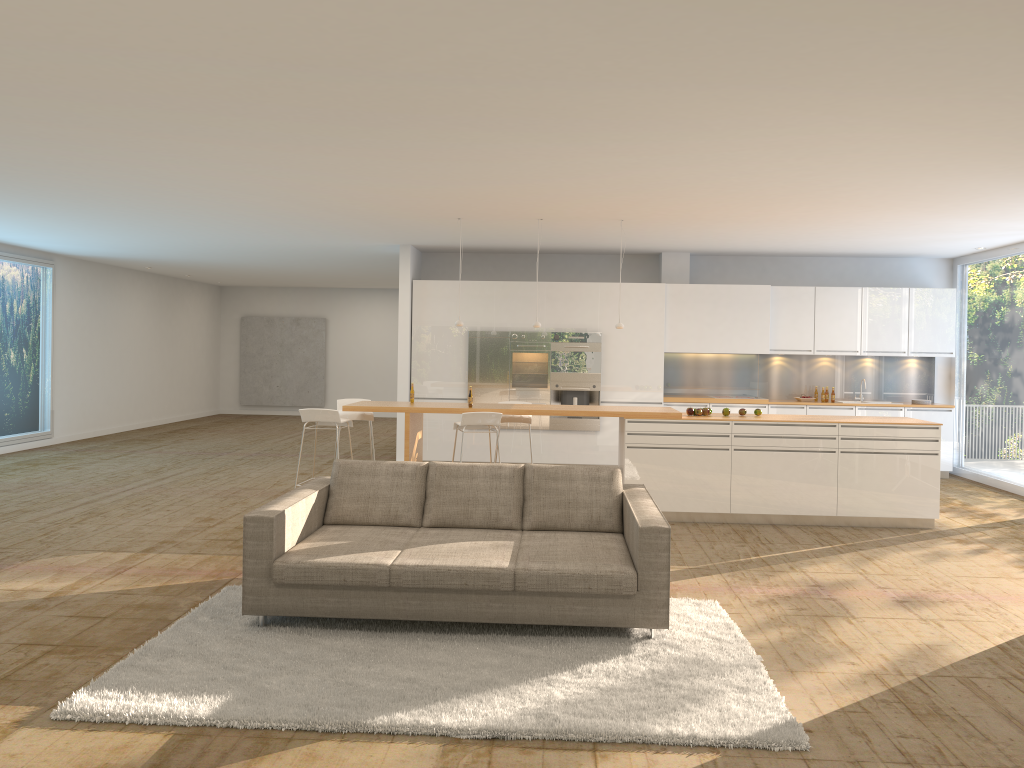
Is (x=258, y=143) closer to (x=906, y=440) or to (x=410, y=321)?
(x=410, y=321)

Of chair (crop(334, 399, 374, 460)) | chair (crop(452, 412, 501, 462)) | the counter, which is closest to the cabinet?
chair (crop(334, 399, 374, 460))

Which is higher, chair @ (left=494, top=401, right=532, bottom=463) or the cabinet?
the cabinet

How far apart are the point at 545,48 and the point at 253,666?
3.3m

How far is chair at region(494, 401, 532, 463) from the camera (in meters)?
9.41

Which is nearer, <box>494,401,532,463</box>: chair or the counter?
the counter

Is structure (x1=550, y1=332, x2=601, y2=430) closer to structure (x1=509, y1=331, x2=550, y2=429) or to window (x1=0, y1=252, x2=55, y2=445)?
structure (x1=509, y1=331, x2=550, y2=429)

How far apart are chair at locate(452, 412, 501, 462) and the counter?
0.15m

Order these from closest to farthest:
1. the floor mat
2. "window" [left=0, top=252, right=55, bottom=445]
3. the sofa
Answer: the floor mat
the sofa
"window" [left=0, top=252, right=55, bottom=445]

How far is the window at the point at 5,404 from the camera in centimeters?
1293cm
